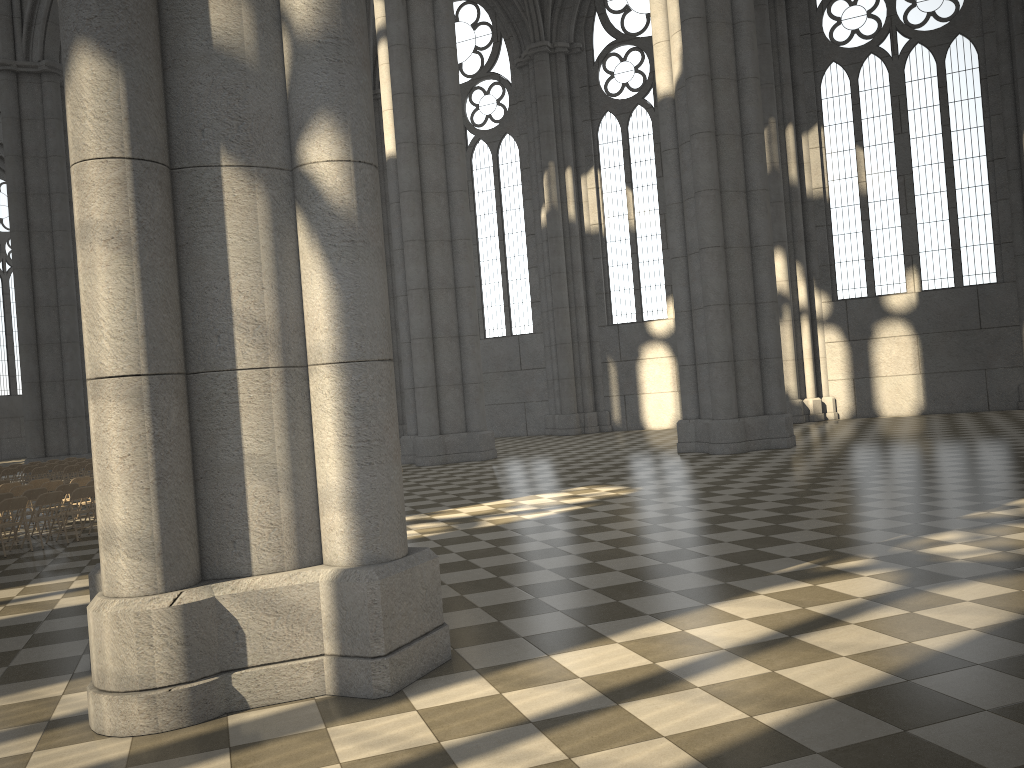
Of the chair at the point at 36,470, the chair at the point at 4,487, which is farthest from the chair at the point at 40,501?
the chair at the point at 36,470

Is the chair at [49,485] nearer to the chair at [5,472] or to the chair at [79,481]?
the chair at [79,481]

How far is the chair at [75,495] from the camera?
13.6m

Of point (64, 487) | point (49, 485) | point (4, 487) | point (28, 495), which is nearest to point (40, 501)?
point (28, 495)

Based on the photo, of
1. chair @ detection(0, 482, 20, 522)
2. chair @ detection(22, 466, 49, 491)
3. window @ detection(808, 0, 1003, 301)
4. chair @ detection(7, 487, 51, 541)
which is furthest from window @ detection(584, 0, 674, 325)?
chair @ detection(7, 487, 51, 541)

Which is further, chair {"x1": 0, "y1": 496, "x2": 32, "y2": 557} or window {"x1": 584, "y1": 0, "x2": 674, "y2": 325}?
window {"x1": 584, "y1": 0, "x2": 674, "y2": 325}

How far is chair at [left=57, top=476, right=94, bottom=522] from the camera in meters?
16.3

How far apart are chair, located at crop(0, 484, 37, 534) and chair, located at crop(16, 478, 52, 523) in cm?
153

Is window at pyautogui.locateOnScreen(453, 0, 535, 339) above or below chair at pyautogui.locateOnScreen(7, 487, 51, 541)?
above

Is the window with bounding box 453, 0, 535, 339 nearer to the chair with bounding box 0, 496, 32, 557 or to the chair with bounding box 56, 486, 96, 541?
the chair with bounding box 56, 486, 96, 541
